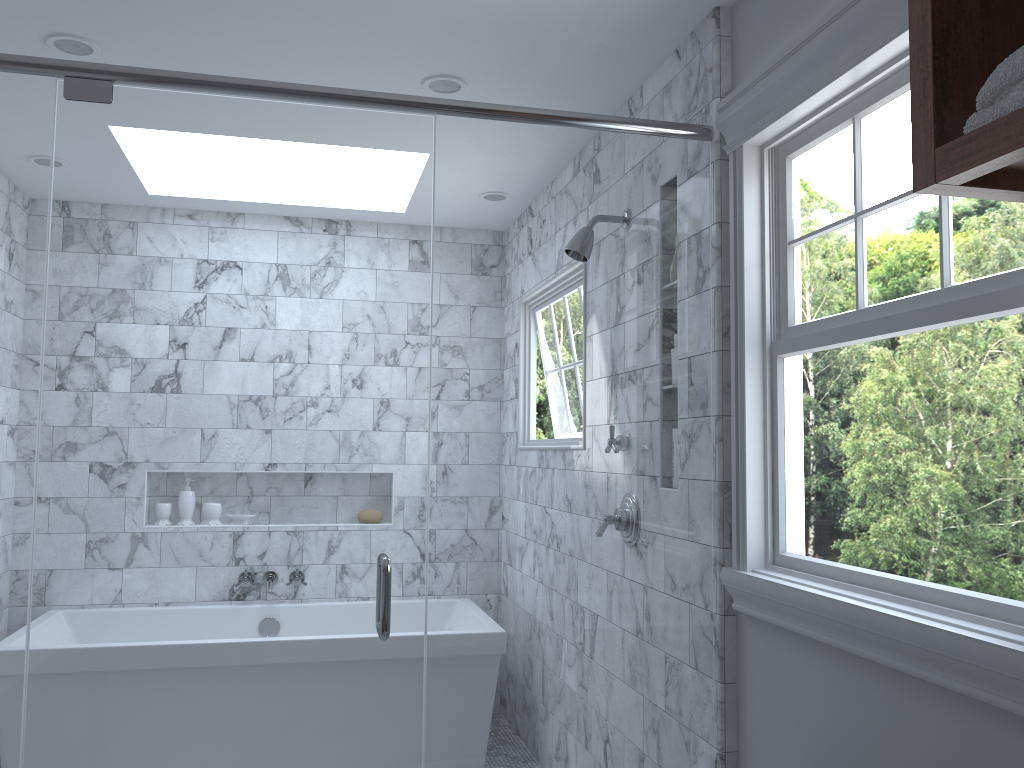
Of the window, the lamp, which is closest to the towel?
the window

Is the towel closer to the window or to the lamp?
the window

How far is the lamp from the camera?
2.49m

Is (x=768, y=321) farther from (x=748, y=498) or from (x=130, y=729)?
(x=130, y=729)

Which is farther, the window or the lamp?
the lamp

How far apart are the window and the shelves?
0.4m

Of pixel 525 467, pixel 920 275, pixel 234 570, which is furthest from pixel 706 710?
pixel 920 275

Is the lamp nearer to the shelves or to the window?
the window

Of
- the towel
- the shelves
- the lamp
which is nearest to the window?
the shelves

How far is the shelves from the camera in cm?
93
